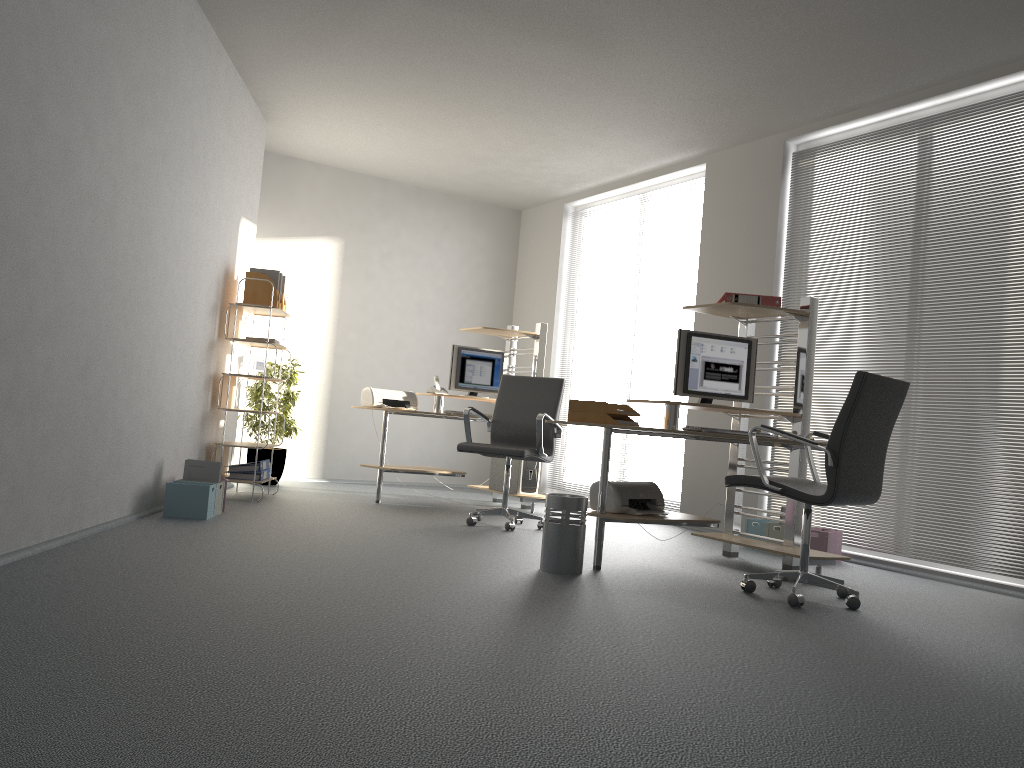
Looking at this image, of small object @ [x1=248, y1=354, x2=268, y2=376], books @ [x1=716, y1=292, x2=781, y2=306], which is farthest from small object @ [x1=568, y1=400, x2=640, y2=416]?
small object @ [x1=248, y1=354, x2=268, y2=376]

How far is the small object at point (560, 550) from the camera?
4.2m

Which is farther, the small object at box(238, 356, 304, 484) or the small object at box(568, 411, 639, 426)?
the small object at box(238, 356, 304, 484)

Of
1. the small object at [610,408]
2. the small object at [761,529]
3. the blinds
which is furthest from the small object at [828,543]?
the small object at [610,408]

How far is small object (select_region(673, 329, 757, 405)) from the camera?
5.0 meters

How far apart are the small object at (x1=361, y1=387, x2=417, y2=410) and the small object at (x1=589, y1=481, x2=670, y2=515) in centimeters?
277cm

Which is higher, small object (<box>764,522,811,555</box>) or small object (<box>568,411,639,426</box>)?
small object (<box>568,411,639,426</box>)

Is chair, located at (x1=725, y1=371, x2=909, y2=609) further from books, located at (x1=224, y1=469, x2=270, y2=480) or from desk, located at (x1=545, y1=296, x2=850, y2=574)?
books, located at (x1=224, y1=469, x2=270, y2=480)

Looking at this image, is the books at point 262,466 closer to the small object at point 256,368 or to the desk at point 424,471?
the small object at point 256,368

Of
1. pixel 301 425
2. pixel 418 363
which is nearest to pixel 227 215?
pixel 301 425
